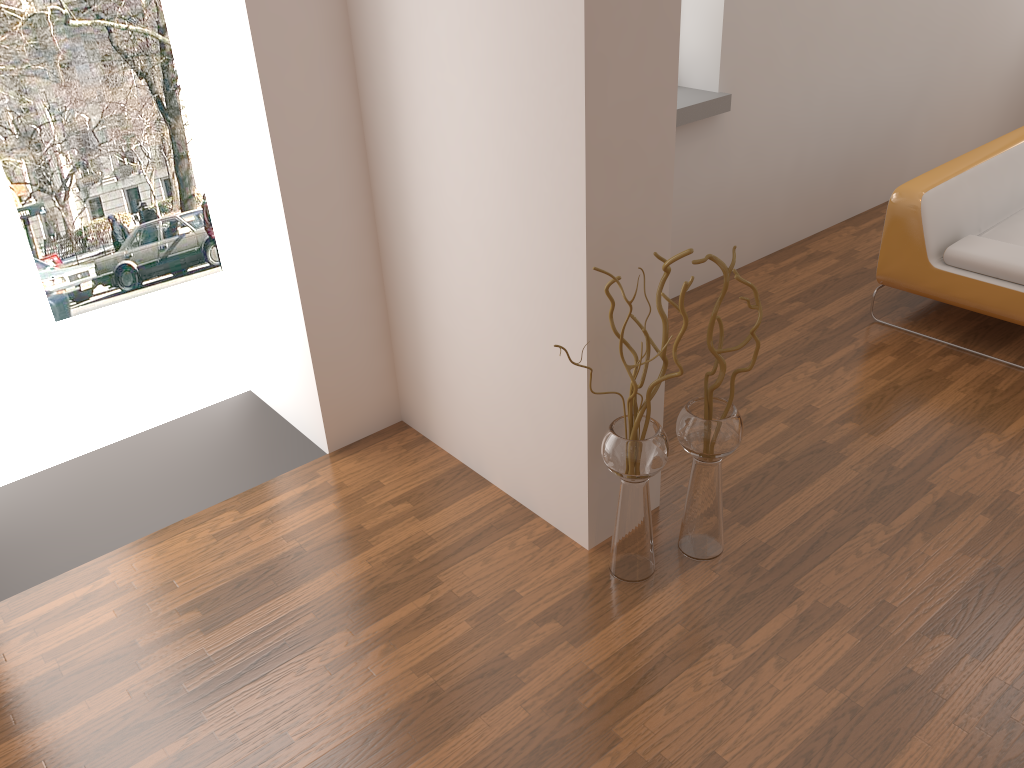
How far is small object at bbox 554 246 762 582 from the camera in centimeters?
256cm

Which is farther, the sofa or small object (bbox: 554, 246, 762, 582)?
the sofa

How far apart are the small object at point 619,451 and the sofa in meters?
1.8 m

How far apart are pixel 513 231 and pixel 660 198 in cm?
44

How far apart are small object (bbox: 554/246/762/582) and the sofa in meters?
1.8

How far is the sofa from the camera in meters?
3.8

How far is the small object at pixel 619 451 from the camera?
2.56m
